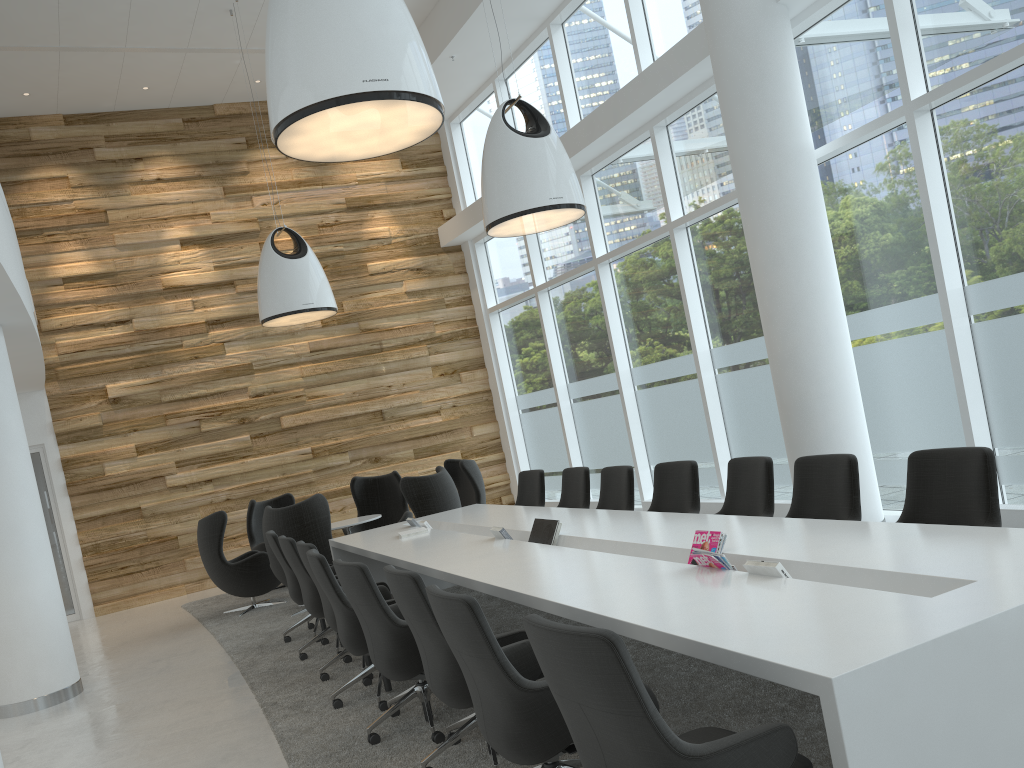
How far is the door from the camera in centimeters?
1179cm

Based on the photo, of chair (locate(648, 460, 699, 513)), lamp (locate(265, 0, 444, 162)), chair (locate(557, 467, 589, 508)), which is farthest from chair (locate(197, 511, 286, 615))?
lamp (locate(265, 0, 444, 162))

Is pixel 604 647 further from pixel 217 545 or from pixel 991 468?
pixel 217 545

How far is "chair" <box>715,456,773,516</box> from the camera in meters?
5.4 m

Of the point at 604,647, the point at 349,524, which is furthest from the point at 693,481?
the point at 349,524

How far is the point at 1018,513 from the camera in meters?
6.1

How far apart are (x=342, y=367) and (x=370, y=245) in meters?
1.9

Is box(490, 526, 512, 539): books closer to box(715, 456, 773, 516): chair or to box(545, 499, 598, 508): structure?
box(715, 456, 773, 516): chair

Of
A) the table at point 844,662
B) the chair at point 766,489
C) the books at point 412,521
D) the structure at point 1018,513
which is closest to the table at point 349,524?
the table at point 844,662

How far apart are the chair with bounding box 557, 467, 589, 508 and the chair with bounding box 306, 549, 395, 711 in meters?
2.3
